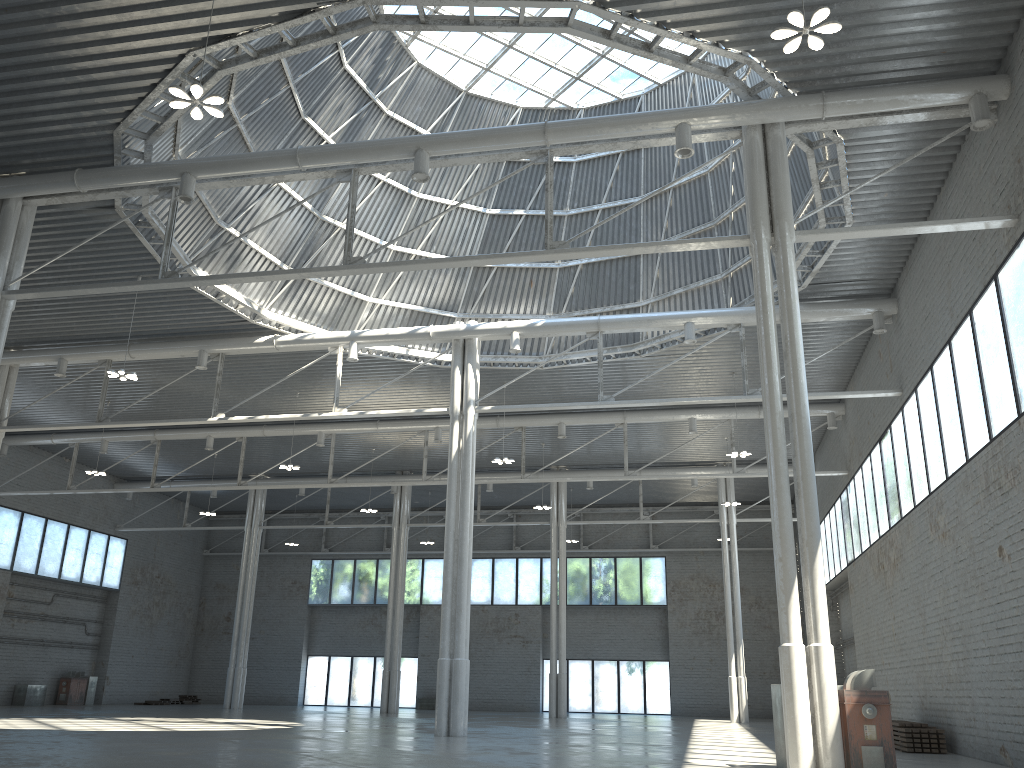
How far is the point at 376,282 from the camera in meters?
39.9 m
